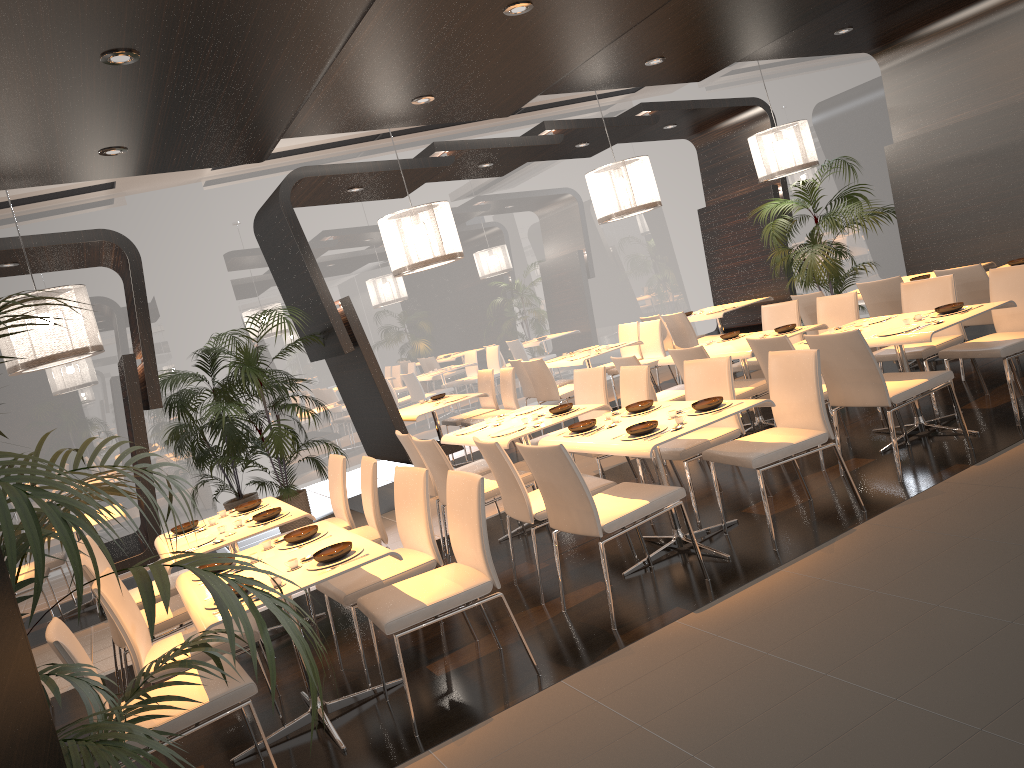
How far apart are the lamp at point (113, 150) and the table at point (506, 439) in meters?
2.8 m

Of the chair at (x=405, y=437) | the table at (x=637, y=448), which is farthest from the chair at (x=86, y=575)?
the table at (x=637, y=448)

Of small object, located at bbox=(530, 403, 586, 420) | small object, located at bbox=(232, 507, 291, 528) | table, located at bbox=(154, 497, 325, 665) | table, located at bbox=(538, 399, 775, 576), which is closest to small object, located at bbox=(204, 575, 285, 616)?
table, located at bbox=(154, 497, 325, 665)

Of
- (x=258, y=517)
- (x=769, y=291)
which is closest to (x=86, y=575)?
(x=258, y=517)

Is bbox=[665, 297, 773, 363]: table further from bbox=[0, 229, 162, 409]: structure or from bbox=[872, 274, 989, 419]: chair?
bbox=[0, 229, 162, 409]: structure

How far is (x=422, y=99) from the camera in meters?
5.9 m

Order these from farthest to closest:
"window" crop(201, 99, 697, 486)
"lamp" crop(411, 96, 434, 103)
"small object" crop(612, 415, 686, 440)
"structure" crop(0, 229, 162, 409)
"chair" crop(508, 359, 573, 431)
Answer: "window" crop(201, 99, 697, 486)
"chair" crop(508, 359, 573, 431)
"structure" crop(0, 229, 162, 409)
"lamp" crop(411, 96, 434, 103)
"small object" crop(612, 415, 686, 440)

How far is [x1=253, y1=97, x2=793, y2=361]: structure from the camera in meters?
7.9

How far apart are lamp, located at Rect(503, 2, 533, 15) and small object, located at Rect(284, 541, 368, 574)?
2.8 meters

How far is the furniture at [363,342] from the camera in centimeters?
802cm
